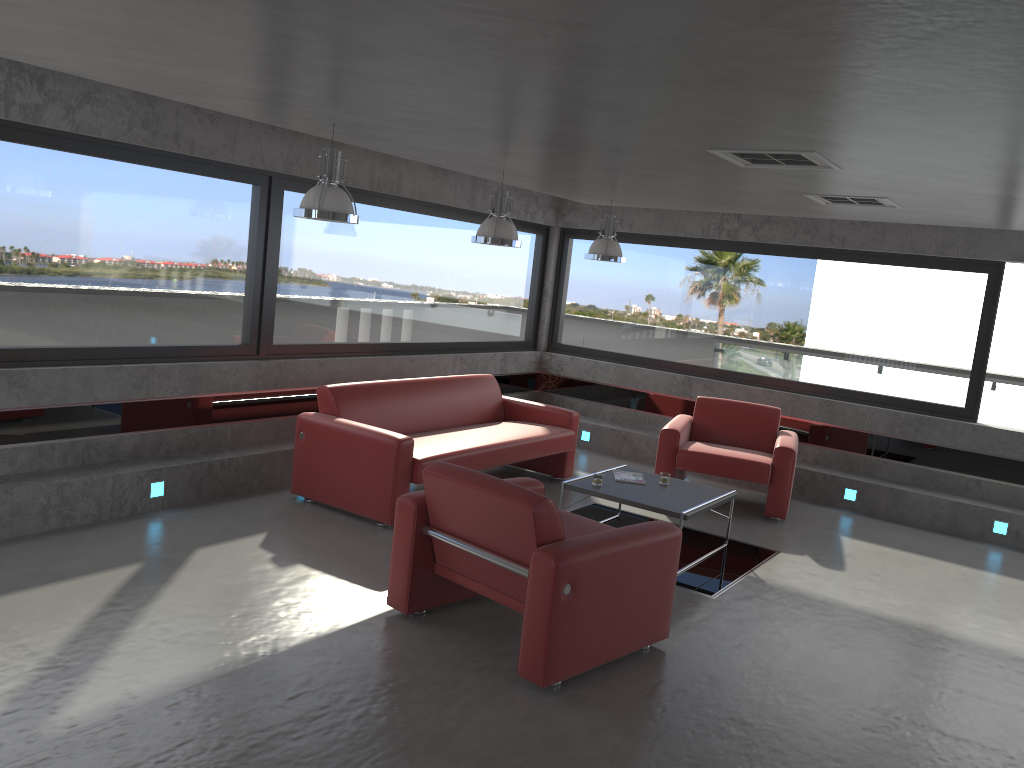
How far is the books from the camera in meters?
6.7

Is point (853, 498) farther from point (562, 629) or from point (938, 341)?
point (562, 629)

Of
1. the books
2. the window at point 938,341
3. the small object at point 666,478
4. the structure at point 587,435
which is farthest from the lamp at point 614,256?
the structure at point 587,435

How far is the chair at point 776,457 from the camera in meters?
7.6 m

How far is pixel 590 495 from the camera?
6.3m

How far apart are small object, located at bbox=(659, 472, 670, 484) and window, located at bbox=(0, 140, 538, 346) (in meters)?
3.17

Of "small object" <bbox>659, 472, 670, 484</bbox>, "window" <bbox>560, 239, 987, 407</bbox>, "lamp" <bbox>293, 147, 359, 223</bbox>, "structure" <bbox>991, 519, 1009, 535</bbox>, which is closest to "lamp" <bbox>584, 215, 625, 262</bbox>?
"window" <bbox>560, 239, 987, 407</bbox>

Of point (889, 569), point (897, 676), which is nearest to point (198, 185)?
point (897, 676)

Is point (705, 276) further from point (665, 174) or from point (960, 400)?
point (665, 174)

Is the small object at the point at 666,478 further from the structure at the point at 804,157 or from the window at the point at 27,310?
the window at the point at 27,310
